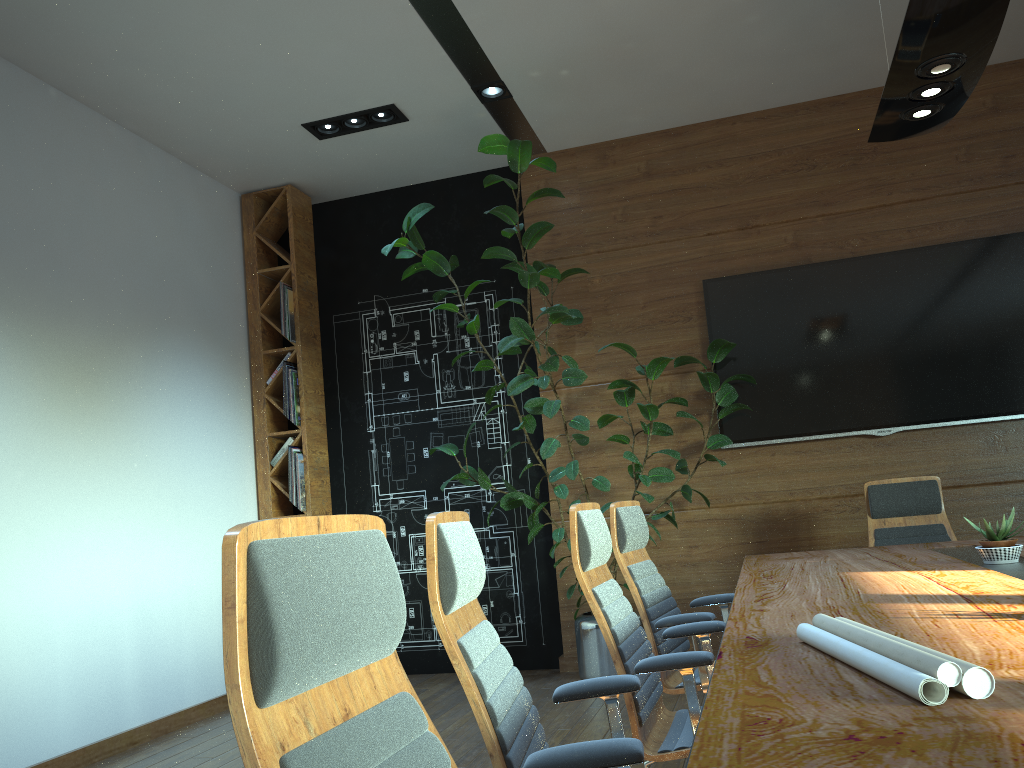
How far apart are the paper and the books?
5.2m

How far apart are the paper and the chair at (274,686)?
0.65m

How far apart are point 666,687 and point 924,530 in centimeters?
216cm

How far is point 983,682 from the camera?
1.2m

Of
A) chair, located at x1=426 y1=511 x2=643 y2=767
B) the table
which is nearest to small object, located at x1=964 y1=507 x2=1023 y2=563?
the table

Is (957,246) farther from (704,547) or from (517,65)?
(517,65)

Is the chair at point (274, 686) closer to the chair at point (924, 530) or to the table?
the table

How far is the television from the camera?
5.5 meters

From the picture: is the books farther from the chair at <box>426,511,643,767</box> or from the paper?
the paper

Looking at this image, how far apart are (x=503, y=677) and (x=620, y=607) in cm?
96
